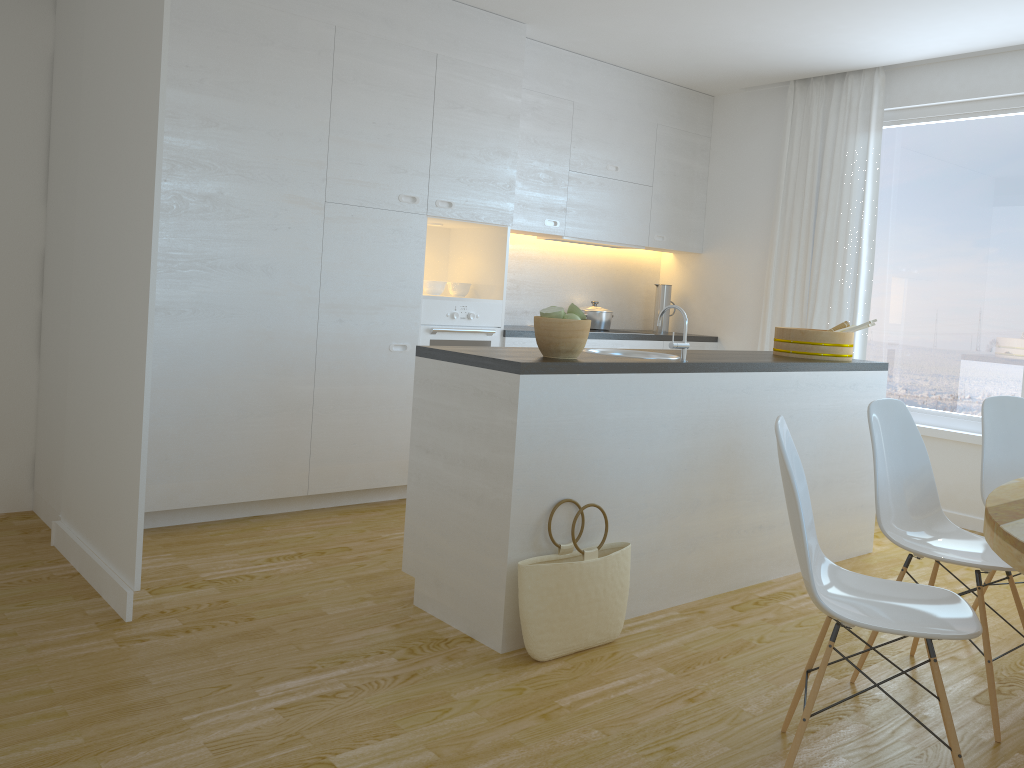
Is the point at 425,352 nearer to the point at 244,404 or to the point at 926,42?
the point at 244,404

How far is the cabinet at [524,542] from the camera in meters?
2.9

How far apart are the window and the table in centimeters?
276cm

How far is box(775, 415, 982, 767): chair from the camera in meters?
2.1

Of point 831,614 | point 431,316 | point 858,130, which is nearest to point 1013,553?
point 831,614

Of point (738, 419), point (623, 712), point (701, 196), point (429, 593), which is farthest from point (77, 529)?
point (701, 196)

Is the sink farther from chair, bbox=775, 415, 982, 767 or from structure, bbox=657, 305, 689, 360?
chair, bbox=775, 415, 982, 767

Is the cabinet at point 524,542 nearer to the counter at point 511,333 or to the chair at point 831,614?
the chair at point 831,614

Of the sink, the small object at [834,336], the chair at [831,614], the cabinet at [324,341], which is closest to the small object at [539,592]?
the chair at [831,614]

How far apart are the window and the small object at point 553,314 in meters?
3.2
